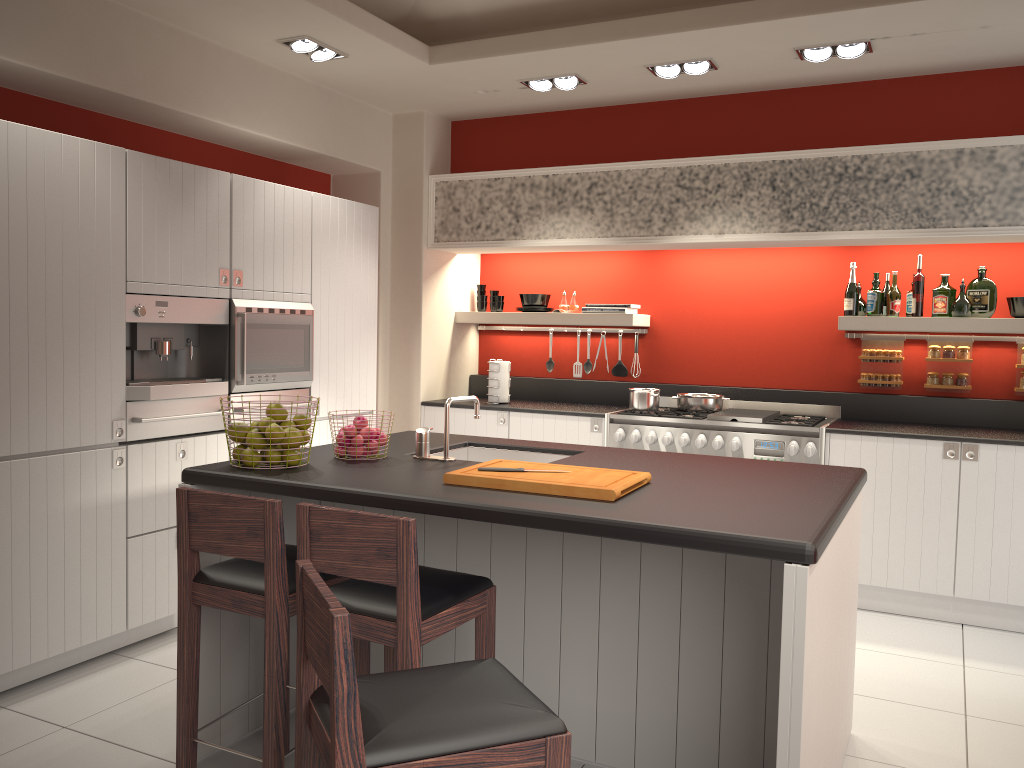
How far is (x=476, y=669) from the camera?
1.94m

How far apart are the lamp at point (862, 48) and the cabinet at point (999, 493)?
2.0 meters

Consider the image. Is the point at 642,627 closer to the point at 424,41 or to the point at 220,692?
the point at 220,692

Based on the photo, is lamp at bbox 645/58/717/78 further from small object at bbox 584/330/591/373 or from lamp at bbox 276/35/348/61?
small object at bbox 584/330/591/373

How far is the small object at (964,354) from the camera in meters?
5.3 m

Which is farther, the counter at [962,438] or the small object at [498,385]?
the small object at [498,385]

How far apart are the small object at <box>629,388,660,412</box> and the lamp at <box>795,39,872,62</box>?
2.1m

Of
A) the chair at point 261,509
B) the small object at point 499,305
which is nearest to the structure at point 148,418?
the chair at point 261,509

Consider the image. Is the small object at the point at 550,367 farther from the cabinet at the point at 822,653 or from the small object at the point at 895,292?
the cabinet at the point at 822,653

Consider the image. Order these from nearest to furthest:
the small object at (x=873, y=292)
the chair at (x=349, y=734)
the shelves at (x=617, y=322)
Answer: the chair at (x=349, y=734)
the small object at (x=873, y=292)
the shelves at (x=617, y=322)
